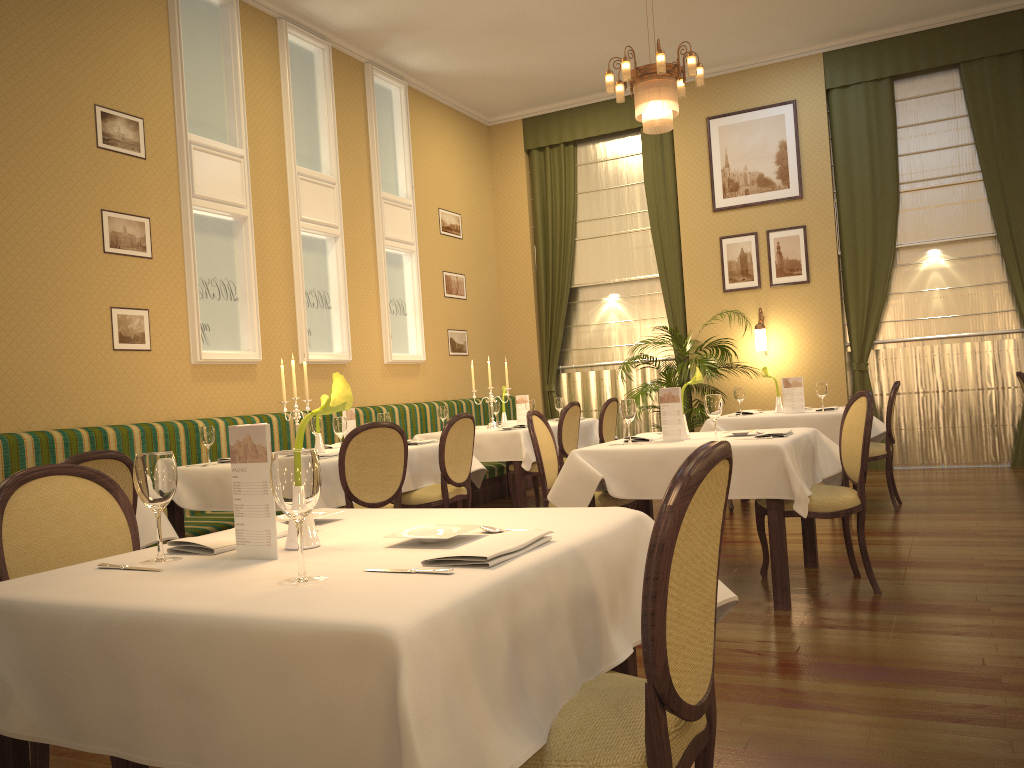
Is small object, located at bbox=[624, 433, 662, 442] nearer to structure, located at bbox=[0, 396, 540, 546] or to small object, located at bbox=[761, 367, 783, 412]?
small object, located at bbox=[761, 367, 783, 412]

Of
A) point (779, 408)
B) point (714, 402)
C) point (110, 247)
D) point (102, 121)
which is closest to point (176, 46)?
point (102, 121)

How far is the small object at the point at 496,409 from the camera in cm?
849

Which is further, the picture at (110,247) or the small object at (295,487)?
the picture at (110,247)

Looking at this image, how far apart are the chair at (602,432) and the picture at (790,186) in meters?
3.1 m

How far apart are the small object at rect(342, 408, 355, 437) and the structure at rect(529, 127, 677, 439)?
5.3 meters

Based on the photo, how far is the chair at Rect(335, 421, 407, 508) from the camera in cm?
476

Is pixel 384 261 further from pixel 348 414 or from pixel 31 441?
pixel 31 441

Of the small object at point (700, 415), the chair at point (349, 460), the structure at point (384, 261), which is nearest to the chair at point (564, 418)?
the small object at point (700, 415)

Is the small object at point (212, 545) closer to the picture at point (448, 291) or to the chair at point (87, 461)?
the chair at point (87, 461)
